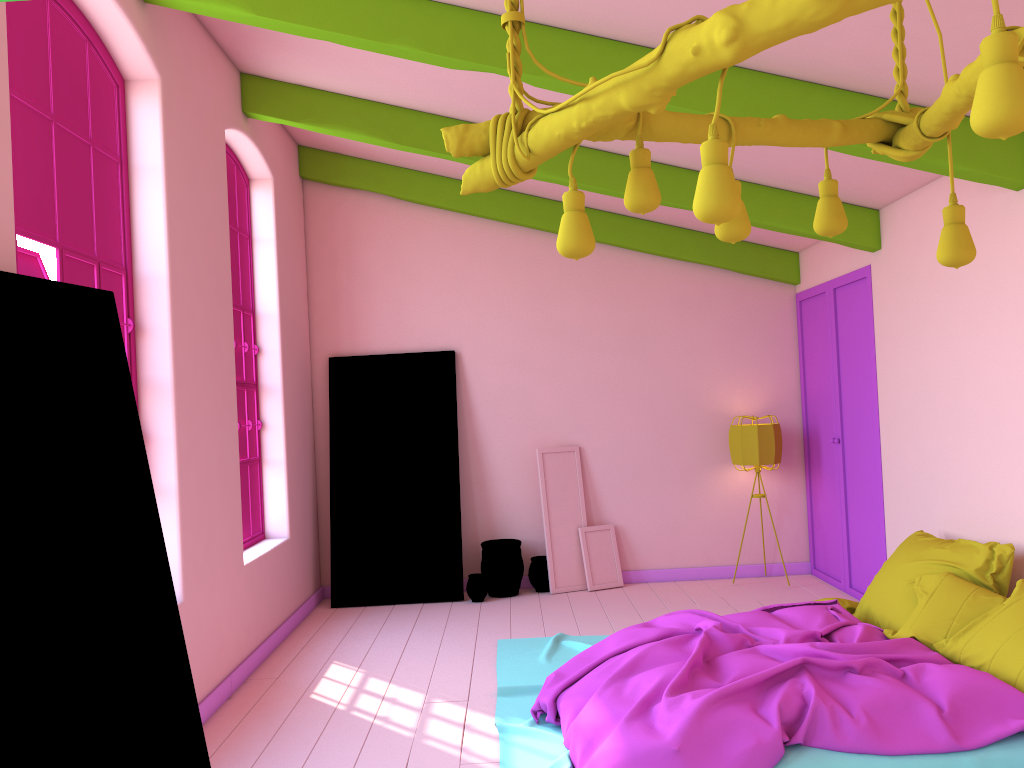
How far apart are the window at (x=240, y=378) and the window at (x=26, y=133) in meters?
1.8 m

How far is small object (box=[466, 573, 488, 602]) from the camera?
7.6m

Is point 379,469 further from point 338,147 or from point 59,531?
point 59,531

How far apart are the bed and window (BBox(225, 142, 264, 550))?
2.05m

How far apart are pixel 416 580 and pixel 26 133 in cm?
494

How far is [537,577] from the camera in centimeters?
783cm

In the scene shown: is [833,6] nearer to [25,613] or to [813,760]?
[25,613]

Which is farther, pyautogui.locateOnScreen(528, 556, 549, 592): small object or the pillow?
pyautogui.locateOnScreen(528, 556, 549, 592): small object

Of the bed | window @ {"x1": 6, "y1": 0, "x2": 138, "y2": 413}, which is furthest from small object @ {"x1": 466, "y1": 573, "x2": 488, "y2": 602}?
window @ {"x1": 6, "y1": 0, "x2": 138, "y2": 413}

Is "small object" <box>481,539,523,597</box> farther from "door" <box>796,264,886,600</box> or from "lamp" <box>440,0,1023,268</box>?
"lamp" <box>440,0,1023,268</box>
